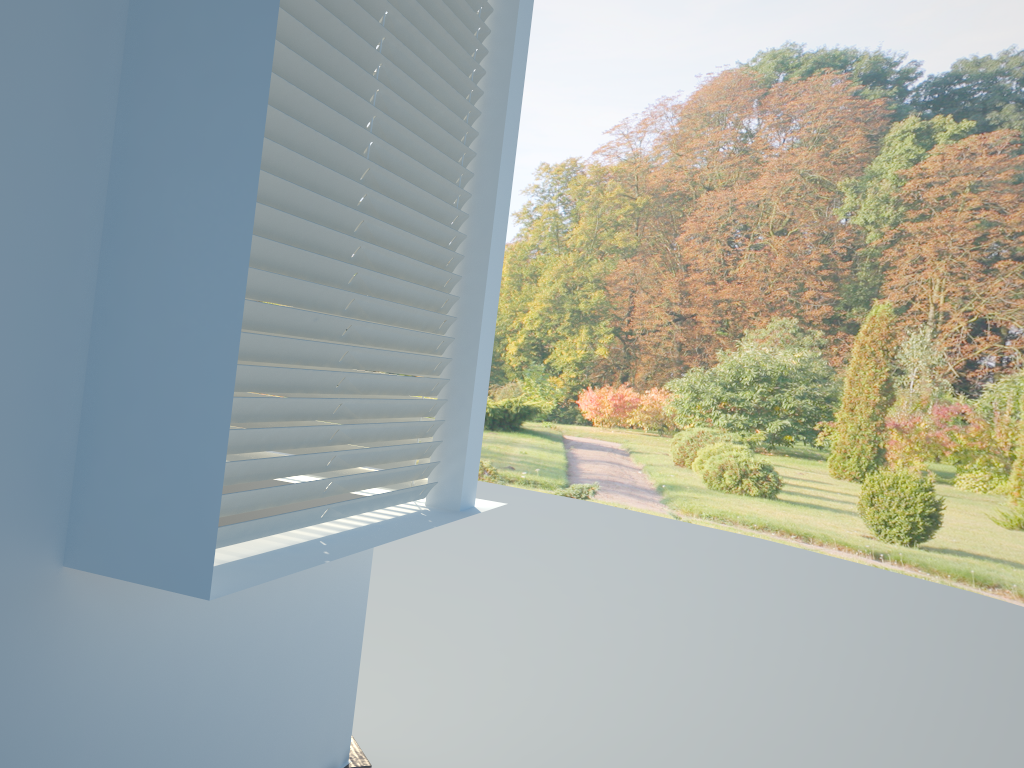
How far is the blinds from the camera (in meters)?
1.72

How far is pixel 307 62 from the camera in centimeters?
172cm
